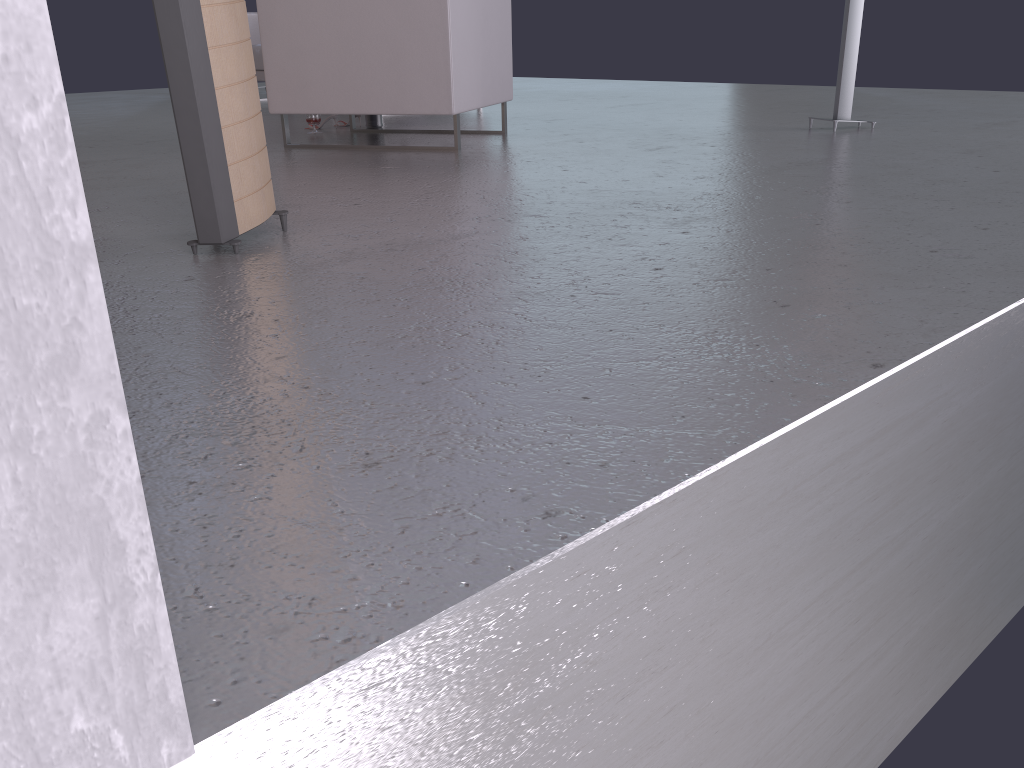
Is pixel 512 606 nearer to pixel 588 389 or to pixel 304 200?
pixel 588 389

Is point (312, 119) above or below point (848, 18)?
below

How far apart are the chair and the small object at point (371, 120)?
0.9 meters

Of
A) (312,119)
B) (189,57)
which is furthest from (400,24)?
(189,57)

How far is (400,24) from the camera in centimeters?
409cm

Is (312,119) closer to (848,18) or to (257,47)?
(257,47)

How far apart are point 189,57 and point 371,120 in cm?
339

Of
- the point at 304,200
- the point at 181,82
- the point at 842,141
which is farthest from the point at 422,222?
the point at 842,141

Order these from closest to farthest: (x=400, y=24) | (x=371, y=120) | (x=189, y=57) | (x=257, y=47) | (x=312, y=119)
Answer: (x=189, y=57)
(x=400, y=24)
(x=312, y=119)
(x=371, y=120)
(x=257, y=47)

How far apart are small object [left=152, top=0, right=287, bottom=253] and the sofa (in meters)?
5.38
